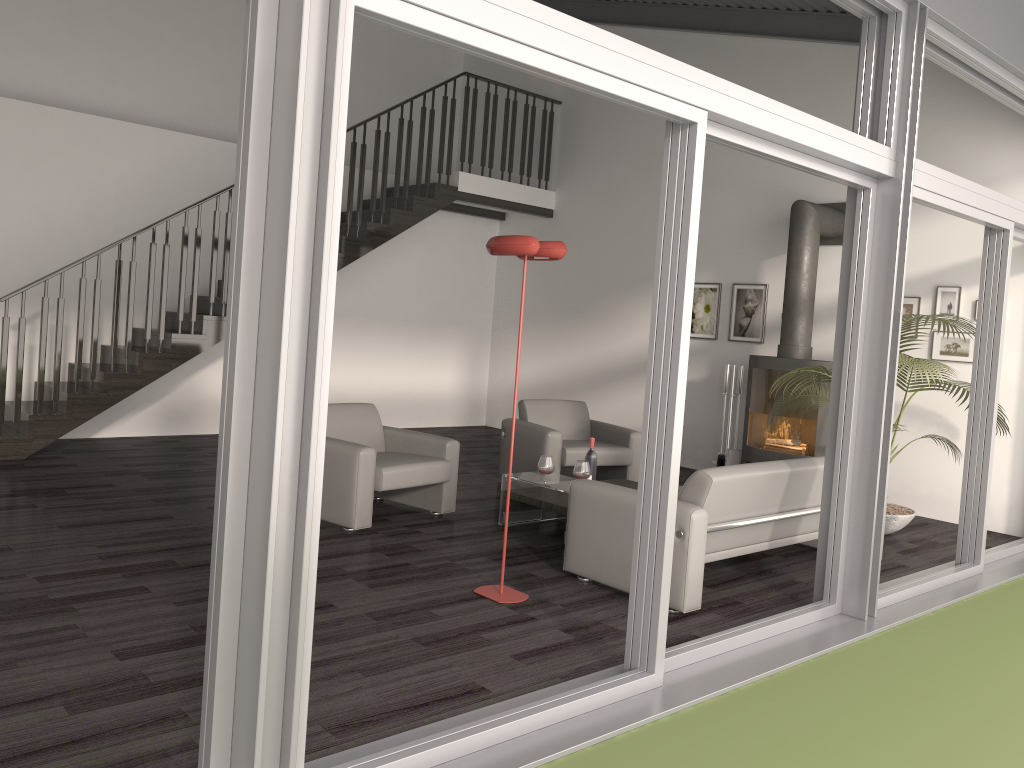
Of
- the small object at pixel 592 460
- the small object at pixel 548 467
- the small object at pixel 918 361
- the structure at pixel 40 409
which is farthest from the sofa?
the structure at pixel 40 409

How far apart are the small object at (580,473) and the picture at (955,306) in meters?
3.6

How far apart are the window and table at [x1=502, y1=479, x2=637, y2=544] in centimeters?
159cm

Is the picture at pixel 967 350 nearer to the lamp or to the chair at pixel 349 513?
the chair at pixel 349 513

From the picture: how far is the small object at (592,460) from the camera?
6.1 meters

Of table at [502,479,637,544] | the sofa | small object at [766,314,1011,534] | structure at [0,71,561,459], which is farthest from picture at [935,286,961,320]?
structure at [0,71,561,459]

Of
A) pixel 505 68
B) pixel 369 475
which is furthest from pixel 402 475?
pixel 505 68

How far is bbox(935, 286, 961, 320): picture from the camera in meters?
7.3 m

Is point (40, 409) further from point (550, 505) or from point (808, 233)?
point (808, 233)

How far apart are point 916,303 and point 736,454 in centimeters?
209cm
